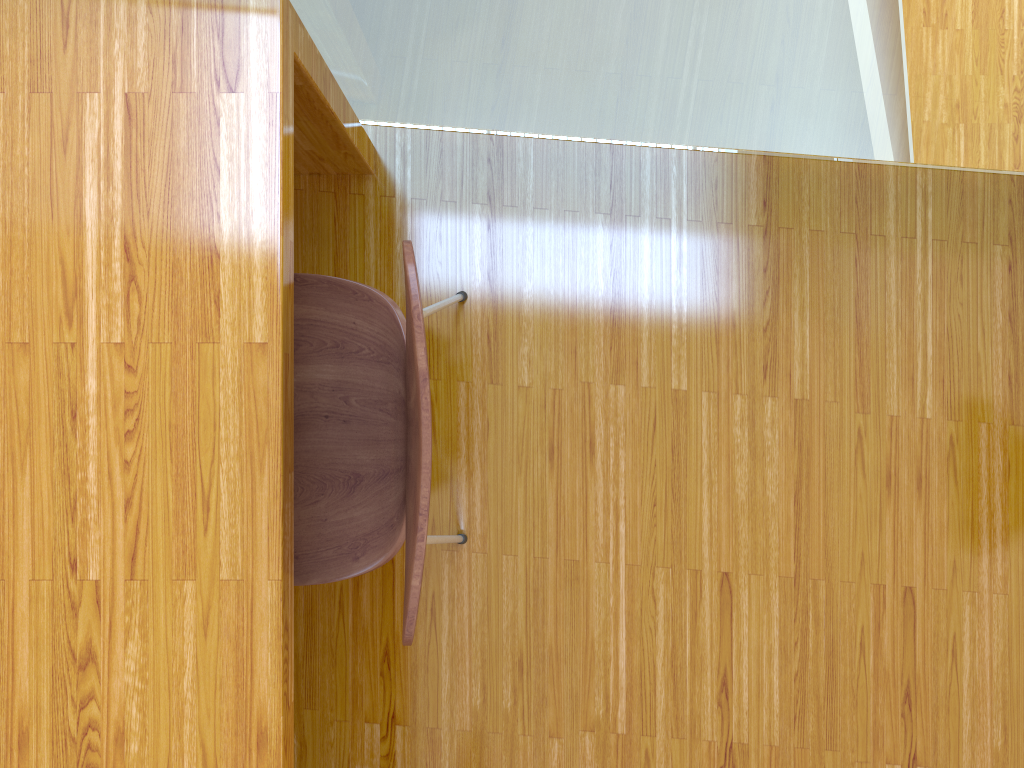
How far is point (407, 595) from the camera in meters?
0.8 m

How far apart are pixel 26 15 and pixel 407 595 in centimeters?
70cm

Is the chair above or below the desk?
below

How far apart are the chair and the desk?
0.1m

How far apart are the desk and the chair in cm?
12

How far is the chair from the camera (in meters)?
0.84

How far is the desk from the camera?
0.90m
